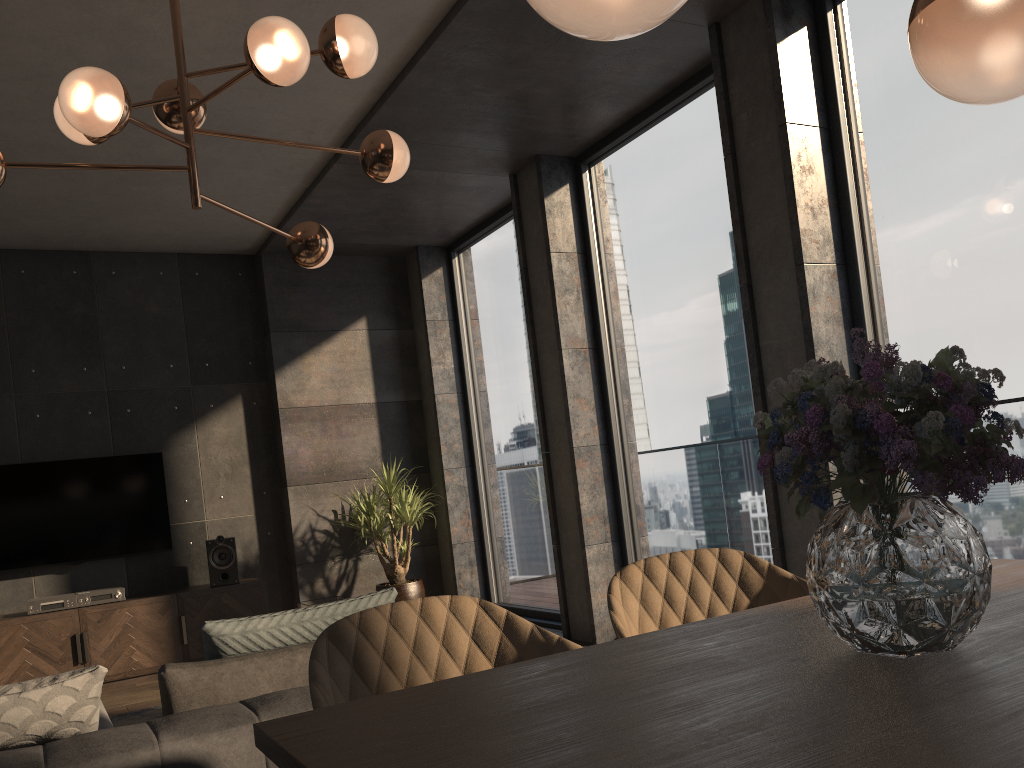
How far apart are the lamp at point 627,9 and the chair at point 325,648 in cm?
102

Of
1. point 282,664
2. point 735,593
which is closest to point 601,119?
A: point 735,593

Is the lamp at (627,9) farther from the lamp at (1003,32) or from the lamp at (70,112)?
the lamp at (70,112)

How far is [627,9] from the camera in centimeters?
97cm

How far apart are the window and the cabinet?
1.73m

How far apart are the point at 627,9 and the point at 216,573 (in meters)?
5.83

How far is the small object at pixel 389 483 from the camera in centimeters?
644cm

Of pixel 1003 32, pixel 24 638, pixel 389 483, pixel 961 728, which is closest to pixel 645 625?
pixel 961 728

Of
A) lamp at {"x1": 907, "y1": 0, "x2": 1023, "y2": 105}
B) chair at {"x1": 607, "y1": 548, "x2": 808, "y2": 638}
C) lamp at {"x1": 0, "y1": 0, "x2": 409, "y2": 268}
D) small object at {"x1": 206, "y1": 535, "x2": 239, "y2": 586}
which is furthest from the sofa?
small object at {"x1": 206, "y1": 535, "x2": 239, "y2": 586}

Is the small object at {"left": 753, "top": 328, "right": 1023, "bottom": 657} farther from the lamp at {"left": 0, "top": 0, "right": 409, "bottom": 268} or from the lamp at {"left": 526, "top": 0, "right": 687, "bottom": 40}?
the lamp at {"left": 0, "top": 0, "right": 409, "bottom": 268}
